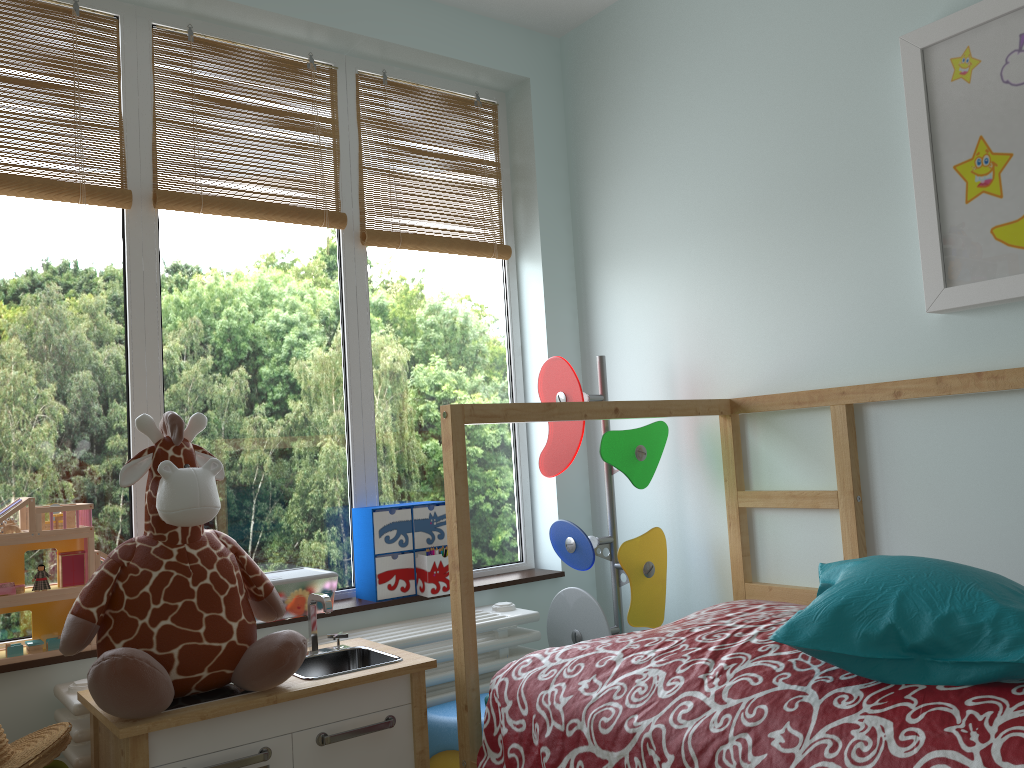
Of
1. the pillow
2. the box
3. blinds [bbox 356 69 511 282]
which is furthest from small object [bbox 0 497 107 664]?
the pillow

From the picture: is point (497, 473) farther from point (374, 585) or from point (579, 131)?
point (579, 131)

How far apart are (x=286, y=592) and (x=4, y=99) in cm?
130

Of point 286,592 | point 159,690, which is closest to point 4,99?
point 286,592

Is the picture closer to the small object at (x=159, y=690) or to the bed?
the bed

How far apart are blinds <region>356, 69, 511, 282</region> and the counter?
1.11m

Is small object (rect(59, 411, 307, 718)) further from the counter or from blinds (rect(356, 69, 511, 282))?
blinds (rect(356, 69, 511, 282))

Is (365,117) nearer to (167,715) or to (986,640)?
(167,715)

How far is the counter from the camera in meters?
1.5 m

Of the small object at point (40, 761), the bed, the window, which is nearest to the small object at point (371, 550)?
the window
